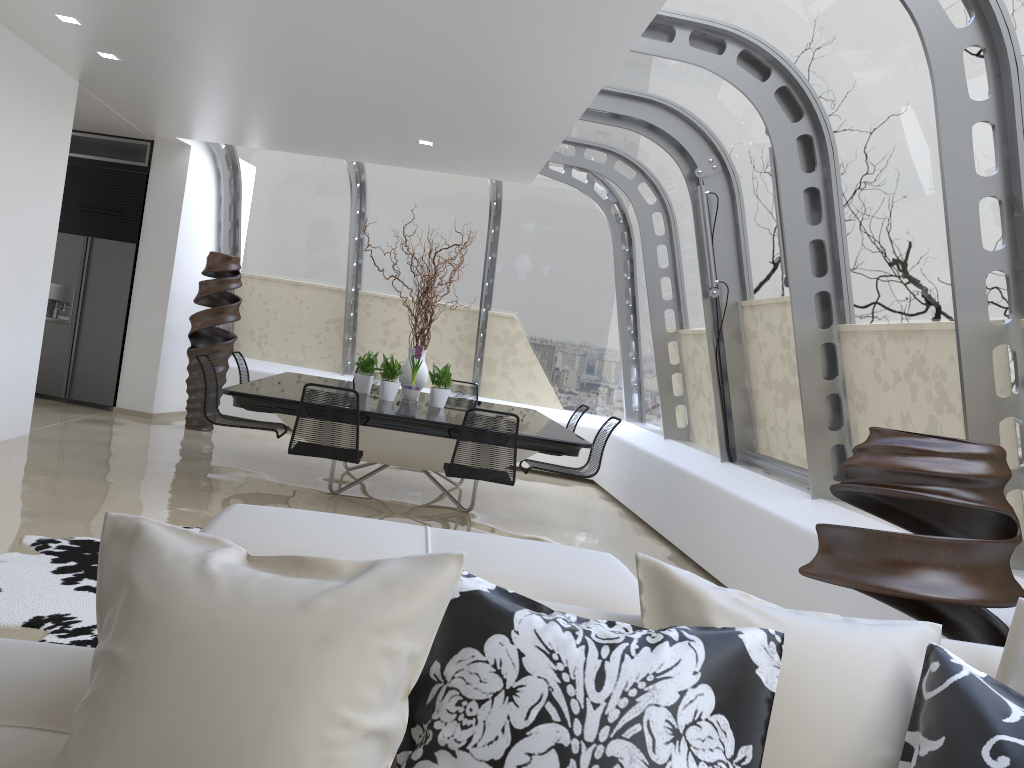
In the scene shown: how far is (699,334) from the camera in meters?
7.5 m

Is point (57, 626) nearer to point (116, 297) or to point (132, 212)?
point (116, 297)

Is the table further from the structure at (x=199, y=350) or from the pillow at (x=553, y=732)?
the pillow at (x=553, y=732)

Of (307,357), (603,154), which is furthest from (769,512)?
(307,357)

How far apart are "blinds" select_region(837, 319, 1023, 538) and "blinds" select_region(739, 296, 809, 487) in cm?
59

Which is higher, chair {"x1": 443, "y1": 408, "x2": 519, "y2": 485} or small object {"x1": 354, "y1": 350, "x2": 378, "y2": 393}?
small object {"x1": 354, "y1": 350, "x2": 378, "y2": 393}

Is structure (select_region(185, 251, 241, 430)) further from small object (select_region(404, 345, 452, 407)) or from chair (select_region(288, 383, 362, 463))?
chair (select_region(288, 383, 362, 463))

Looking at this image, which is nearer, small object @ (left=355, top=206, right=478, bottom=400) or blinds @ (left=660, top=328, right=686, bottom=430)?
small object @ (left=355, top=206, right=478, bottom=400)

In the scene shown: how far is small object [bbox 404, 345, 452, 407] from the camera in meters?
7.1

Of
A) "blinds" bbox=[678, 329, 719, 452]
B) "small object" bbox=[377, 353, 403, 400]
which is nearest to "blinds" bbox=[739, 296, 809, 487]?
"blinds" bbox=[678, 329, 719, 452]
